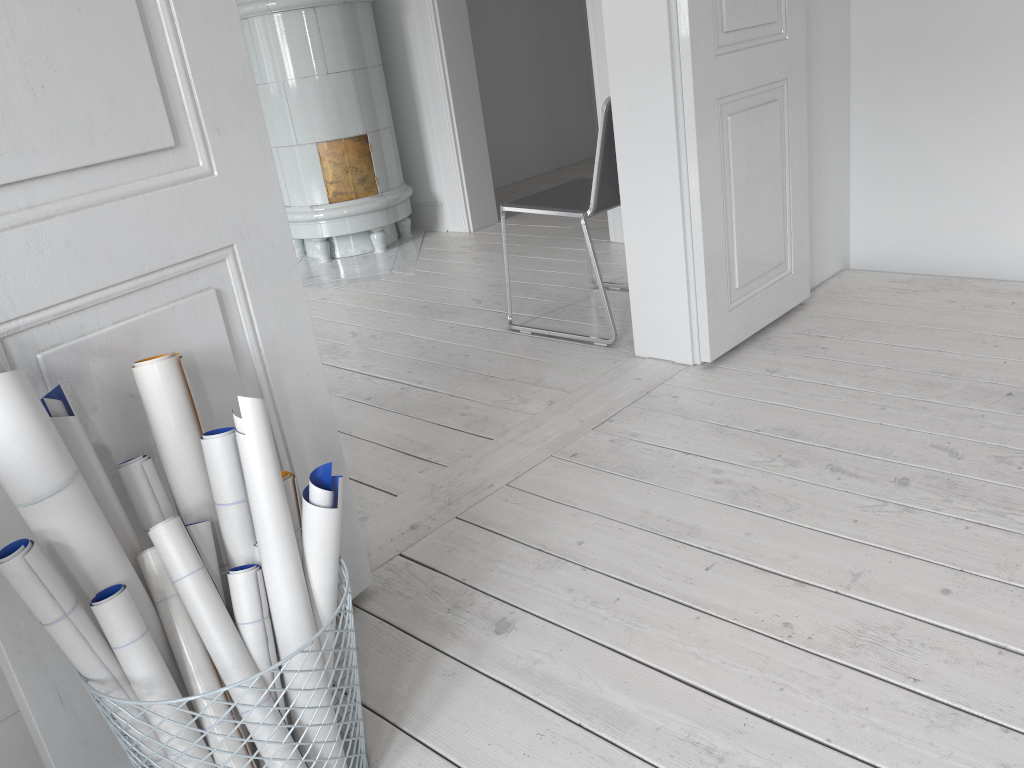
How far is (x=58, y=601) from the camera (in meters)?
1.09

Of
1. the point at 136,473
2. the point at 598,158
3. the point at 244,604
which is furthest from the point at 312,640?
the point at 598,158

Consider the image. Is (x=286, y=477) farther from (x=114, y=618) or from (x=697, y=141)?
(x=697, y=141)

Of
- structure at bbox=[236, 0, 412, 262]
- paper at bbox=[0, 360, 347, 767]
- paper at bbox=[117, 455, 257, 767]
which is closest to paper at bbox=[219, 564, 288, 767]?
paper at bbox=[0, 360, 347, 767]

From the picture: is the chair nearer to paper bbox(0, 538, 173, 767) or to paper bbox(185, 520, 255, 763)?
paper bbox(185, 520, 255, 763)

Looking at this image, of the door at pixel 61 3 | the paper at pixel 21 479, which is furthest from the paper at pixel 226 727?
the door at pixel 61 3

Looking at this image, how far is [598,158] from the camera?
2.8m

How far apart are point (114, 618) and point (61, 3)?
0.8m

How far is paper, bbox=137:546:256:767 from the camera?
1.21m

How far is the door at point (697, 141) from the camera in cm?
243
